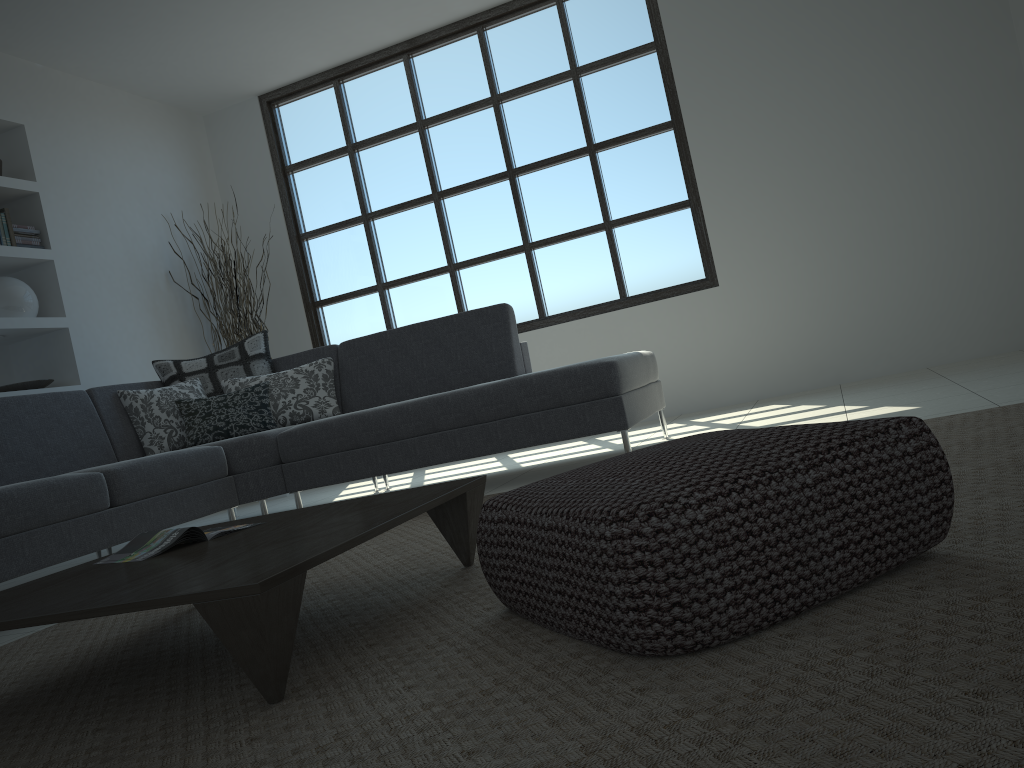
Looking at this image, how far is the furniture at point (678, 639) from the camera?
1.27m

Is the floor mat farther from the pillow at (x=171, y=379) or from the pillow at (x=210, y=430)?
the pillow at (x=171, y=379)

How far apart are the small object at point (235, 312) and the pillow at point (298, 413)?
→ 1.5 meters

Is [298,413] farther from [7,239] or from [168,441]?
[7,239]

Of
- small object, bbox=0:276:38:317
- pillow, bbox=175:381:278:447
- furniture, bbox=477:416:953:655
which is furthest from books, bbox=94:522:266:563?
small object, bbox=0:276:38:317

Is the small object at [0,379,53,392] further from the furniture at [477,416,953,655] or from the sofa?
the furniture at [477,416,953,655]

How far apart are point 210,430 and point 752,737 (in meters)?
3.91

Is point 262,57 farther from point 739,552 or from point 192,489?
point 739,552

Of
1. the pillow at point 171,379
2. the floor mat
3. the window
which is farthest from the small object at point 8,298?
the floor mat

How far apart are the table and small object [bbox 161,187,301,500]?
3.95m
